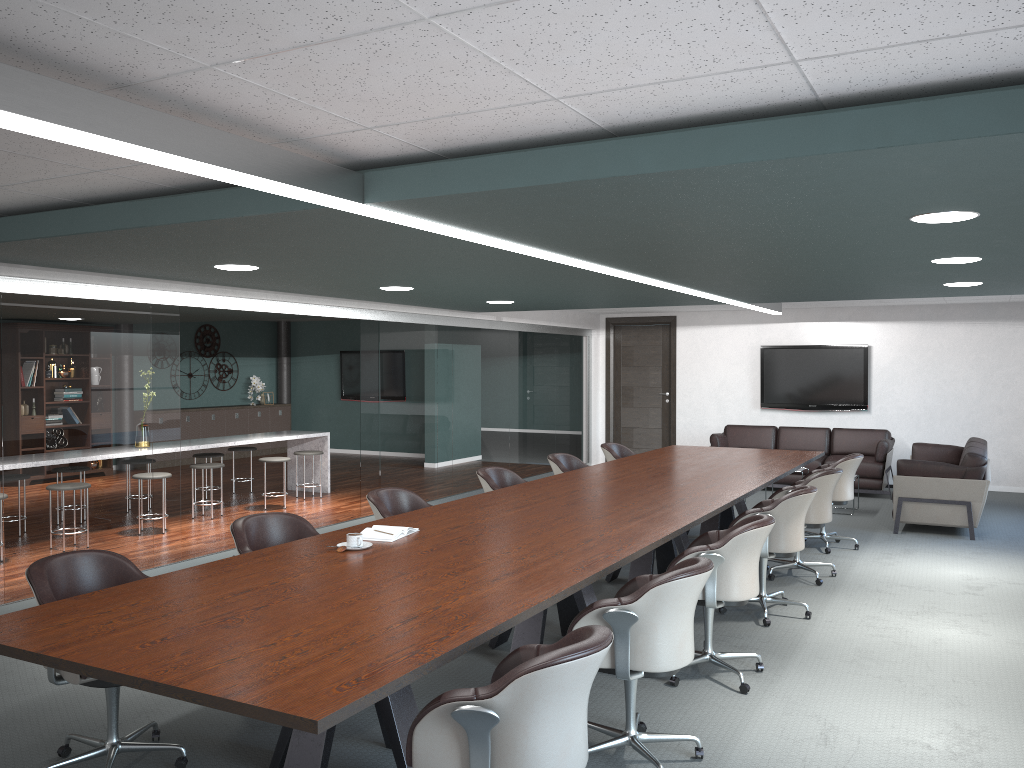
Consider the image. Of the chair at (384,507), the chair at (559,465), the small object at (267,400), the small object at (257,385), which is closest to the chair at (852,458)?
the chair at (559,465)

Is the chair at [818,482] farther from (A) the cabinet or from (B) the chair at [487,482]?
(A) the cabinet

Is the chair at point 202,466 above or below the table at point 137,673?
below

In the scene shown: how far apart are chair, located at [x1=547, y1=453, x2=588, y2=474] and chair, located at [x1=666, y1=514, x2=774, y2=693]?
2.4 meters

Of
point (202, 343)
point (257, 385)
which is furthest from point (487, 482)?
point (257, 385)

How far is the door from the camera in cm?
1223

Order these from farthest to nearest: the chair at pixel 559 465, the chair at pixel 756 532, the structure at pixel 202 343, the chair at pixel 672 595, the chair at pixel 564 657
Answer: the structure at pixel 202 343, the chair at pixel 559 465, the chair at pixel 756 532, the chair at pixel 672 595, the chair at pixel 564 657

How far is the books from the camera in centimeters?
382cm

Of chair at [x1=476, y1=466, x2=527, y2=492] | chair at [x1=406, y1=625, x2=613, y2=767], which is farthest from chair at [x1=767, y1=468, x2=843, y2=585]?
chair at [x1=406, y1=625, x2=613, y2=767]

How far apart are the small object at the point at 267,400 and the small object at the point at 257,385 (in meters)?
0.18
